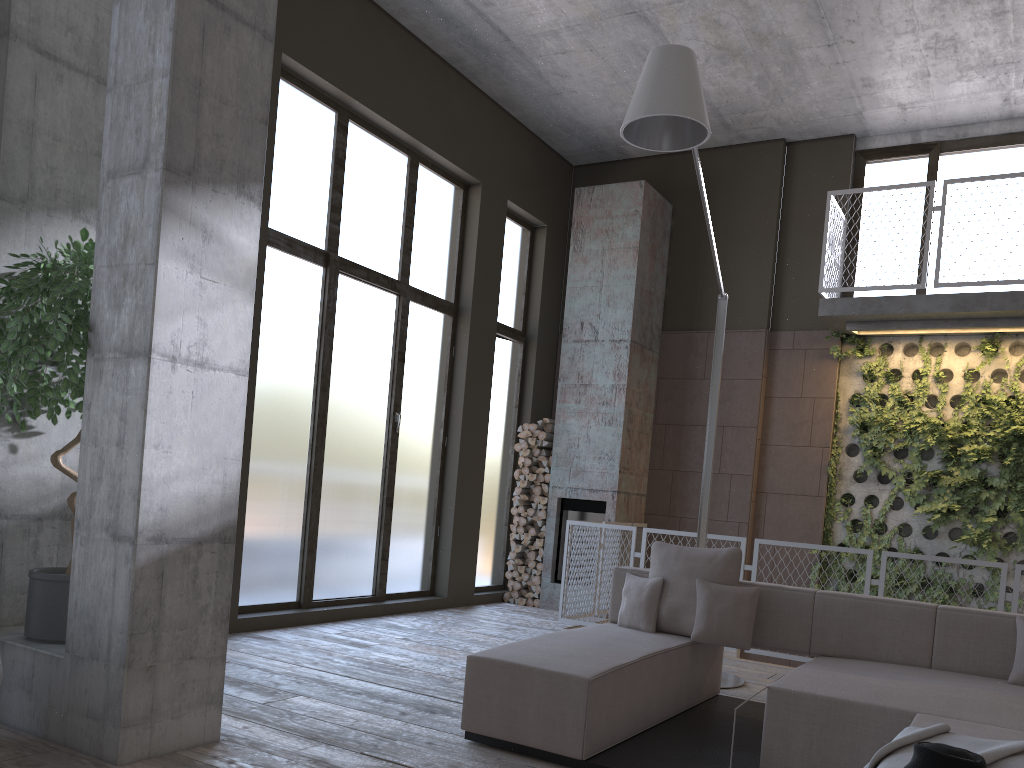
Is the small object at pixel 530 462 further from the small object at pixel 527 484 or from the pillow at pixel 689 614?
the pillow at pixel 689 614

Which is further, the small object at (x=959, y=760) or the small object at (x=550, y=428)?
the small object at (x=550, y=428)

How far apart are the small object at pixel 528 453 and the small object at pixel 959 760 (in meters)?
7.33

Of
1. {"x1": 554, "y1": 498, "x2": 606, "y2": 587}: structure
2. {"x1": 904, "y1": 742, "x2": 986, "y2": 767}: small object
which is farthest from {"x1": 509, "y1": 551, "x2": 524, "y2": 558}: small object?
{"x1": 904, "y1": 742, "x2": 986, "y2": 767}: small object

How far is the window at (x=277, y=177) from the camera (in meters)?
7.00

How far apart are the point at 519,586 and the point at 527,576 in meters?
0.2 m

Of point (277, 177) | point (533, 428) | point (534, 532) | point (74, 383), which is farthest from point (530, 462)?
point (74, 383)

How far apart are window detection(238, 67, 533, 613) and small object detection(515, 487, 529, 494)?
0.31m

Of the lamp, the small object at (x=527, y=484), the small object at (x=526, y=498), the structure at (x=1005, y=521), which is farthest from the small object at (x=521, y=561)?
the lamp

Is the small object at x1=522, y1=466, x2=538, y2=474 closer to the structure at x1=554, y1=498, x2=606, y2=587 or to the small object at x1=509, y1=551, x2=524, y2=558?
the structure at x1=554, y1=498, x2=606, y2=587
